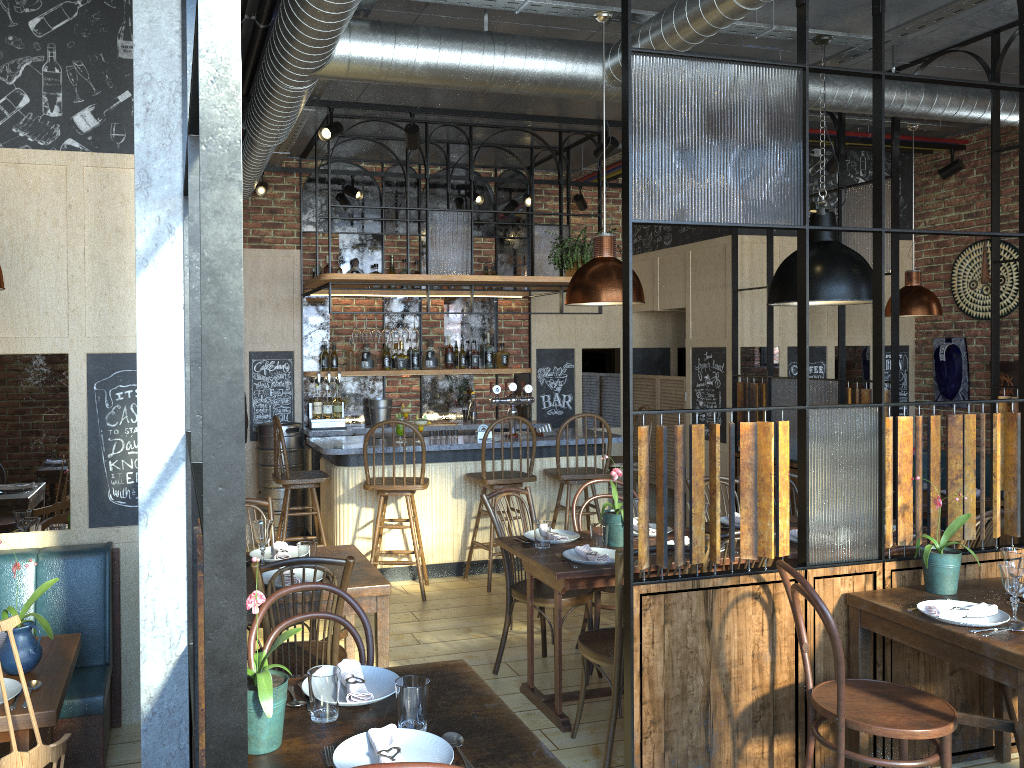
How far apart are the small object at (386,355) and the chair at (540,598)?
3.20m

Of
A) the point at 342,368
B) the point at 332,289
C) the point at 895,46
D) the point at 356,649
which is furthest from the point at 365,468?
the point at 895,46

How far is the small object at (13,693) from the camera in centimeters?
261cm

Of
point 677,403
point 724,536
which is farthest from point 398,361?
point 724,536

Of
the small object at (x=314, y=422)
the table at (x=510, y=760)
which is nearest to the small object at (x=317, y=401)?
the small object at (x=314, y=422)

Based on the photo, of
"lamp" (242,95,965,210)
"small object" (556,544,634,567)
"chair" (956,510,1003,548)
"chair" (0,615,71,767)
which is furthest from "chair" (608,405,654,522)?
"chair" (0,615,71,767)

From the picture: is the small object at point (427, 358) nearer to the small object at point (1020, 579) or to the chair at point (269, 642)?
the chair at point (269, 642)

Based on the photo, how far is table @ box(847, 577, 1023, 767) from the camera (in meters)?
2.82

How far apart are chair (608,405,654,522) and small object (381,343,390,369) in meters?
2.1 m

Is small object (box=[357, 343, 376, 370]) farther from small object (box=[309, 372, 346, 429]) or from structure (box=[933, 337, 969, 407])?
structure (box=[933, 337, 969, 407])
